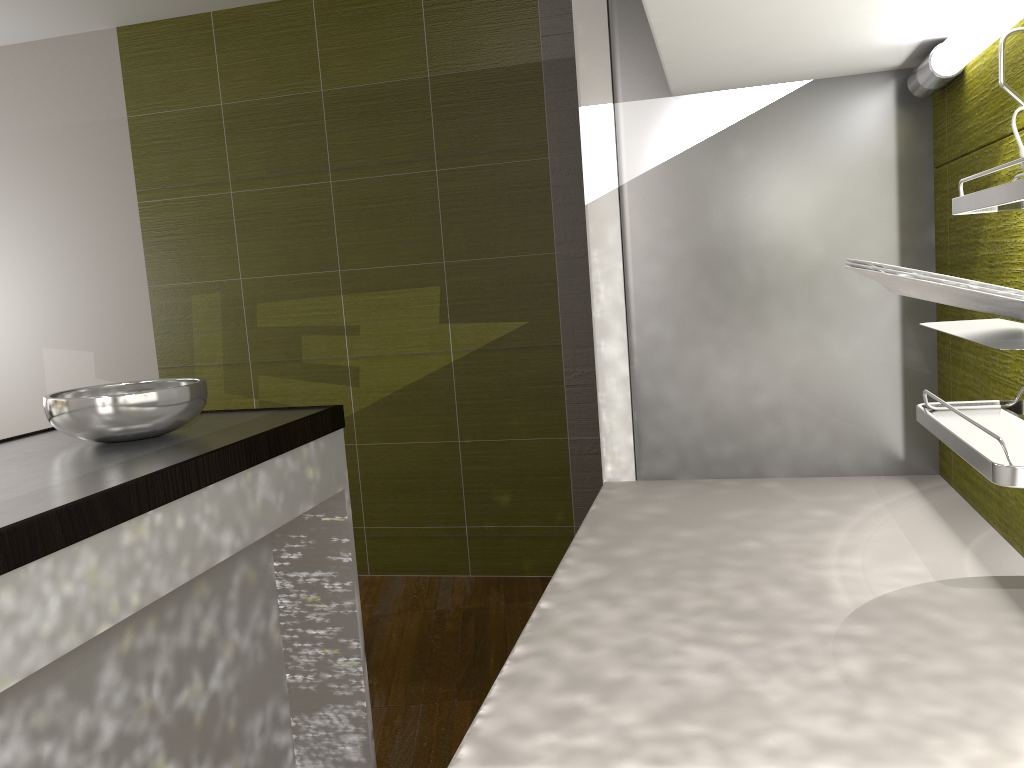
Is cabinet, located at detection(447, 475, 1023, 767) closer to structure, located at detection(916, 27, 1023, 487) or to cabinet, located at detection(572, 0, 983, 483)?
cabinet, located at detection(572, 0, 983, 483)

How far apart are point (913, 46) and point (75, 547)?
1.3 meters

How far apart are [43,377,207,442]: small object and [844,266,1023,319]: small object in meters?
1.4

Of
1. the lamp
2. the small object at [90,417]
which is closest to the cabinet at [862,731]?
the lamp

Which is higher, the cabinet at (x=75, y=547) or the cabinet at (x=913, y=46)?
the cabinet at (x=913, y=46)

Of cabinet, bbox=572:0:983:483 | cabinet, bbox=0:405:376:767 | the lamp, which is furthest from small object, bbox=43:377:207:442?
the lamp

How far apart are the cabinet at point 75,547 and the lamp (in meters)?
1.21

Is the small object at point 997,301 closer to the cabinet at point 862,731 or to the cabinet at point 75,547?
the cabinet at point 862,731

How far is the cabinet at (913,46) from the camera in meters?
1.0

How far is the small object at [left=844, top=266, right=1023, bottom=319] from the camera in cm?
64
